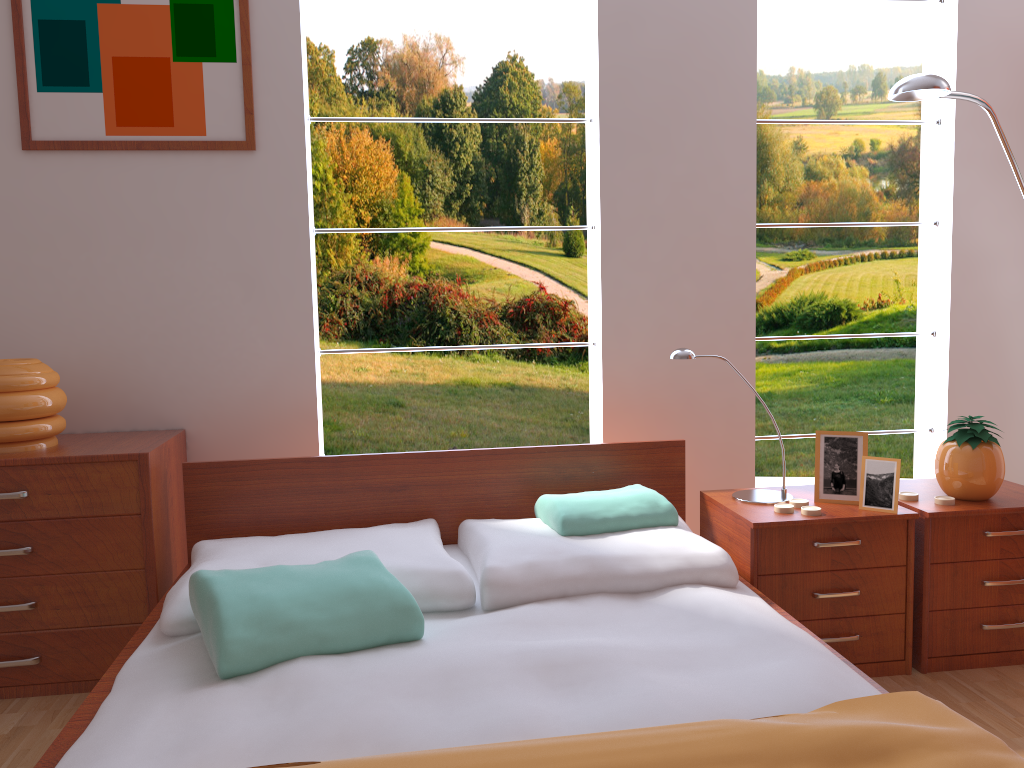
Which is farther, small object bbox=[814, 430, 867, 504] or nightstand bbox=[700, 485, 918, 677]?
small object bbox=[814, 430, 867, 504]

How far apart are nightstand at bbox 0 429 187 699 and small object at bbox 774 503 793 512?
1.60m

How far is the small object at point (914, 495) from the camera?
2.37m

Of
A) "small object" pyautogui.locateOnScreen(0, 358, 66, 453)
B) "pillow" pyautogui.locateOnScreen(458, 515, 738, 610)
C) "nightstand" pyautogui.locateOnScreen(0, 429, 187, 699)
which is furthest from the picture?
"pillow" pyautogui.locateOnScreen(458, 515, 738, 610)

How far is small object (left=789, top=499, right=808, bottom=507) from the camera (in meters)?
2.32

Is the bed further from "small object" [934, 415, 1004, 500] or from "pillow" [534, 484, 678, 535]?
"small object" [934, 415, 1004, 500]

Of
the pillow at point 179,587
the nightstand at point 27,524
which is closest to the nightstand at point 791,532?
the pillow at point 179,587

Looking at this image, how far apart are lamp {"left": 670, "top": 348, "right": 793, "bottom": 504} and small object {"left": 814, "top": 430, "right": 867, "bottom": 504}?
0.1m

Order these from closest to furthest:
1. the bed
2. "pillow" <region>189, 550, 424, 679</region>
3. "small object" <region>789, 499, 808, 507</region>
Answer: the bed → "pillow" <region>189, 550, 424, 679</region> → "small object" <region>789, 499, 808, 507</region>

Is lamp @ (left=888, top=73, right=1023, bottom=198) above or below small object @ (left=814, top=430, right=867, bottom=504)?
above
